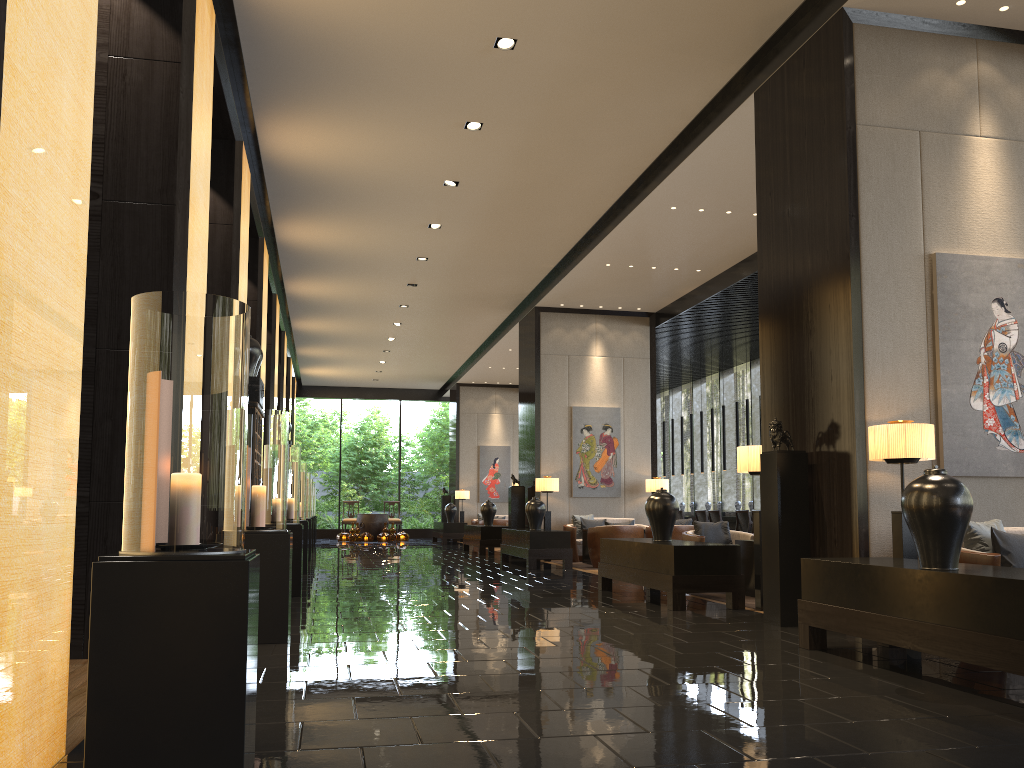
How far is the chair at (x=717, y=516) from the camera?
15.3m

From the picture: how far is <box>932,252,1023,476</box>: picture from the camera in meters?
5.9

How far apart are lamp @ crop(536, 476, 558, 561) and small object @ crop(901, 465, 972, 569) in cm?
986

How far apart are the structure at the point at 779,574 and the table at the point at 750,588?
2.03m

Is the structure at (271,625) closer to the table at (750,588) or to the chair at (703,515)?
the table at (750,588)

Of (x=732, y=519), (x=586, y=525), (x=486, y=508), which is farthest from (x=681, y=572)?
(x=486, y=508)

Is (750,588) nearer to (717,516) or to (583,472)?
(583,472)

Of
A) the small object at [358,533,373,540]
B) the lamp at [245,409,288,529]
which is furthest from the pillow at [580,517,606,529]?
the small object at [358,533,373,540]

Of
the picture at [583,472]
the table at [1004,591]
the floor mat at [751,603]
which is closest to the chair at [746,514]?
the picture at [583,472]

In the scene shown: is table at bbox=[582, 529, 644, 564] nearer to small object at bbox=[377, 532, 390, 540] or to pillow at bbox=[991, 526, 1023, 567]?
pillow at bbox=[991, 526, 1023, 567]
